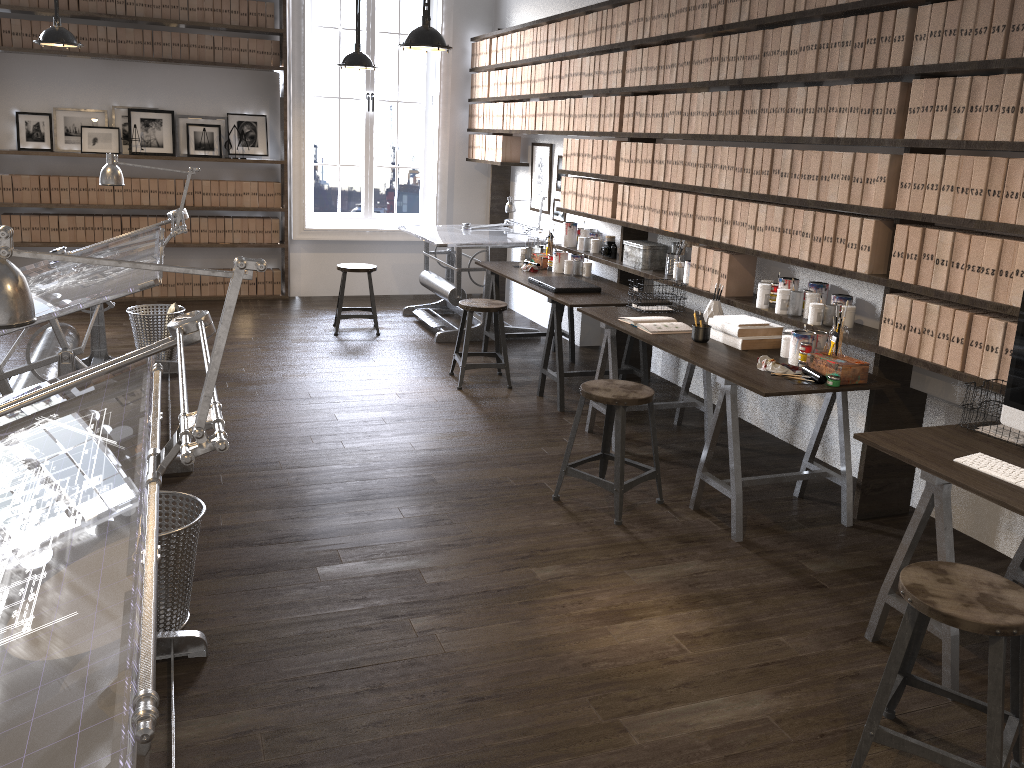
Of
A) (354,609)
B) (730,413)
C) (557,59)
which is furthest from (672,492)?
(557,59)

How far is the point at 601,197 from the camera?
5.8 meters

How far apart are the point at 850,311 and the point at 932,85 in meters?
1.0 m

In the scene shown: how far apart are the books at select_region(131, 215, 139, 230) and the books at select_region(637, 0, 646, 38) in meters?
4.7

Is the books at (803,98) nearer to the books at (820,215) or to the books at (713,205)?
the books at (820,215)

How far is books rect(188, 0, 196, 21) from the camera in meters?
7.3

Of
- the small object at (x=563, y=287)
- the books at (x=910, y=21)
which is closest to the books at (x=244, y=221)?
the small object at (x=563, y=287)

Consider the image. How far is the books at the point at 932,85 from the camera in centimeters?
327cm

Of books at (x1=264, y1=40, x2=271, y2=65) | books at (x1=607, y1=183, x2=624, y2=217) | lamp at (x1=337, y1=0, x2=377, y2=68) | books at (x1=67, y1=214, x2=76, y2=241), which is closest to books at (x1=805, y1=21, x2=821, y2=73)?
books at (x1=607, y1=183, x2=624, y2=217)

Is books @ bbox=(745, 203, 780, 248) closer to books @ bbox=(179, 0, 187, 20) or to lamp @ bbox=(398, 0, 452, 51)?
lamp @ bbox=(398, 0, 452, 51)
